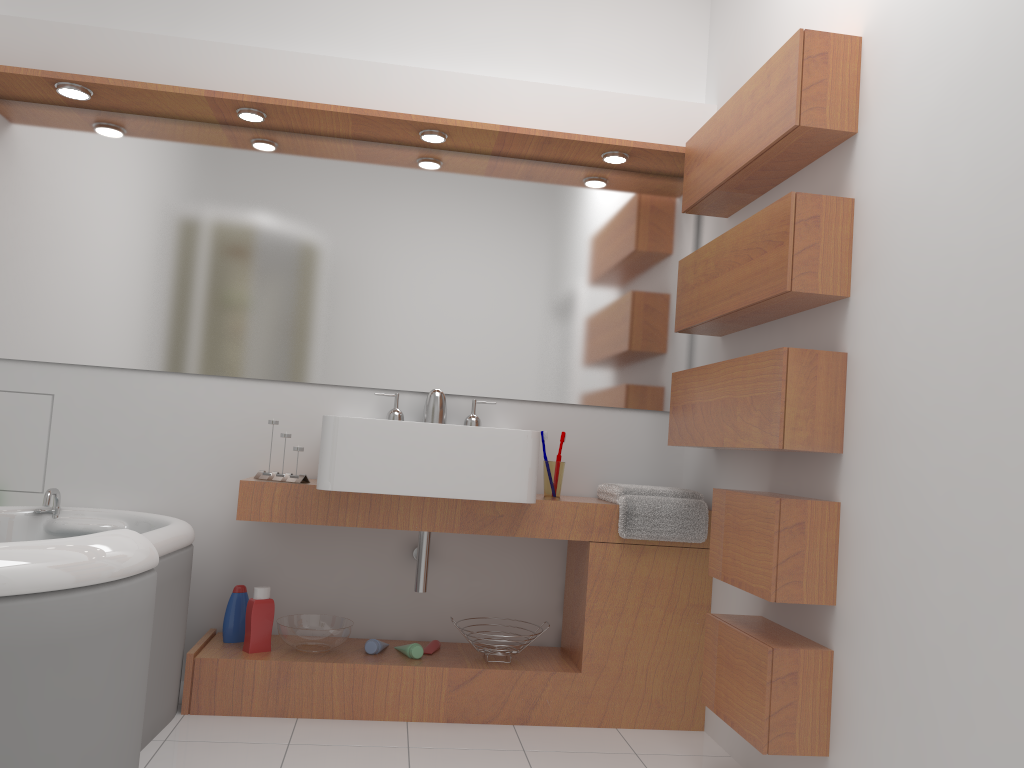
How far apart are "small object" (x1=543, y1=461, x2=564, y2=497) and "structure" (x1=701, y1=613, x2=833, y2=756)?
0.7m

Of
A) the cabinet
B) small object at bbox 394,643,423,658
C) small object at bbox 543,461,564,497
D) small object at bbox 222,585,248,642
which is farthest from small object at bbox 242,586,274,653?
small object at bbox 543,461,564,497

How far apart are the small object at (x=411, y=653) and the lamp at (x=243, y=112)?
1.82m

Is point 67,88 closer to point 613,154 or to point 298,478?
point 298,478

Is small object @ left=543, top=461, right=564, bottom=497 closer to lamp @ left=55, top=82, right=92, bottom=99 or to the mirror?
the mirror

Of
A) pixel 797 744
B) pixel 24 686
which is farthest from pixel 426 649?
pixel 24 686

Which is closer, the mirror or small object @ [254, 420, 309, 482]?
small object @ [254, 420, 309, 482]

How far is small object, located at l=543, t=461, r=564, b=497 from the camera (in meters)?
3.03

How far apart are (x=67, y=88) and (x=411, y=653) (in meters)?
2.12

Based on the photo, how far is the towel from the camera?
2.84m
